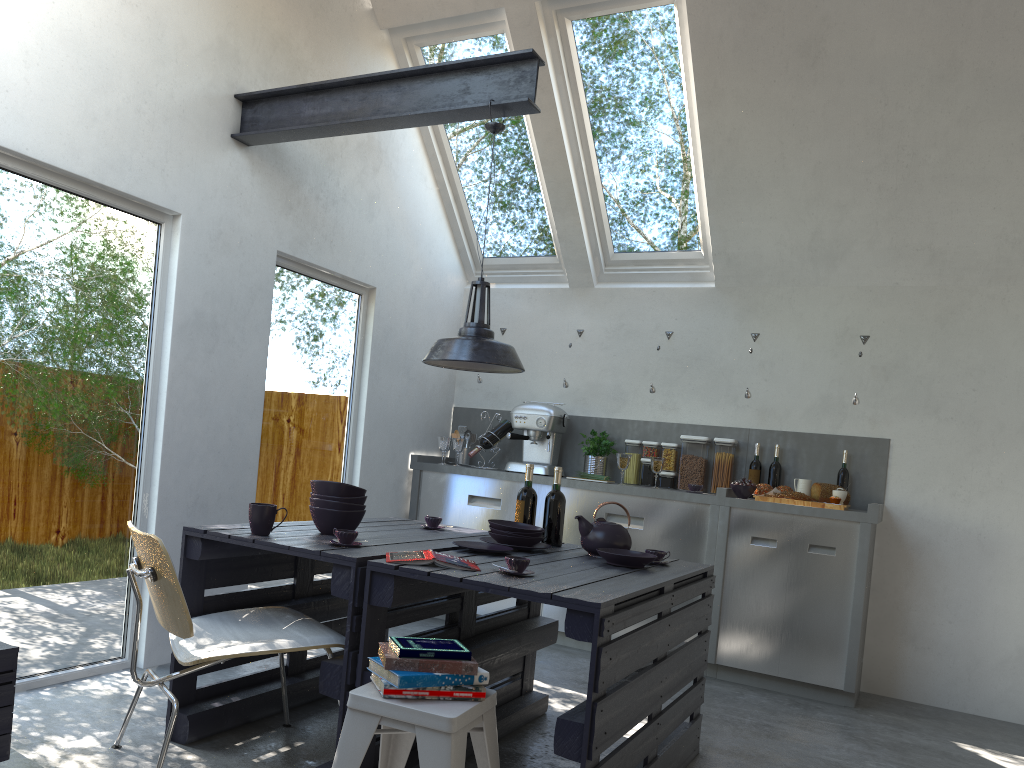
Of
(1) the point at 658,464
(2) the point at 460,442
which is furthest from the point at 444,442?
(1) the point at 658,464

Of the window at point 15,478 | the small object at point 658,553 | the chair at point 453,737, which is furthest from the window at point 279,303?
the chair at point 453,737

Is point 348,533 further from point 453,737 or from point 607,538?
point 607,538

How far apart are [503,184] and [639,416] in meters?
1.8

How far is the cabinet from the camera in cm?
481

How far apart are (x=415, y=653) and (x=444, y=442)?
3.6 meters

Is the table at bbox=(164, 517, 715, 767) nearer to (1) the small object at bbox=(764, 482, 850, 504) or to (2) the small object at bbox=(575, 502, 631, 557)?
(2) the small object at bbox=(575, 502, 631, 557)

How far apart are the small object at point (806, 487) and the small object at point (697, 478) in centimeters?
63cm

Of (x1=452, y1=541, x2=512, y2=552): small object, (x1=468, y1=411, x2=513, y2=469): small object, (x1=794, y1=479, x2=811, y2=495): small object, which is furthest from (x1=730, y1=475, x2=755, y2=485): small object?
(x1=452, y1=541, x2=512, y2=552): small object

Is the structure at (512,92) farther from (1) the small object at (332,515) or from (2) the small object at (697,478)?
(2) the small object at (697,478)
